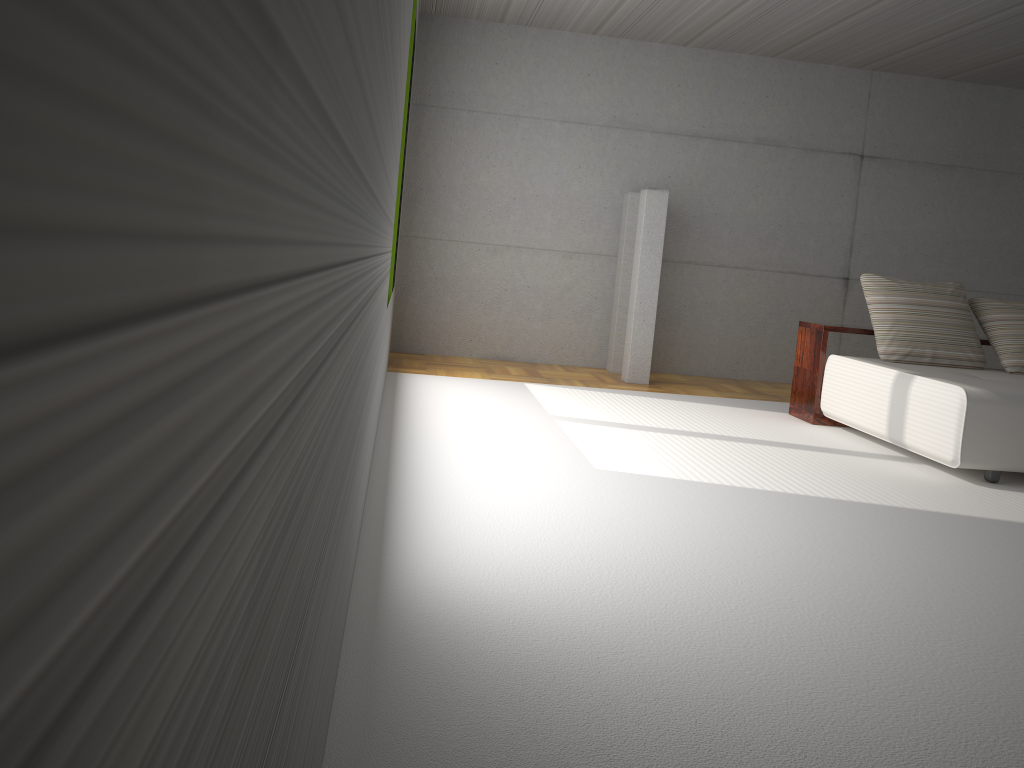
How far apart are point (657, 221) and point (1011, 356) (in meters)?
2.87

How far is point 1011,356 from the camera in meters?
6.1 m

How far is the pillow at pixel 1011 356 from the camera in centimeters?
606cm

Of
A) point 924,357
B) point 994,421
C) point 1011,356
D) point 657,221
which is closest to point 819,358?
point 924,357

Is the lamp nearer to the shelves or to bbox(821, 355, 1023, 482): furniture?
the shelves

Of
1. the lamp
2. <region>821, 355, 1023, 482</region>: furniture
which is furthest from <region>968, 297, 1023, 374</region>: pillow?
the lamp

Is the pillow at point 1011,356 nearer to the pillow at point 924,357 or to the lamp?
the pillow at point 924,357

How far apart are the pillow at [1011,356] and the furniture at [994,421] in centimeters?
5cm

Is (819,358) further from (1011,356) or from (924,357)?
(1011,356)

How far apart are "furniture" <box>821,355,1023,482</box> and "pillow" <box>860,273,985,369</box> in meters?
0.1 m
